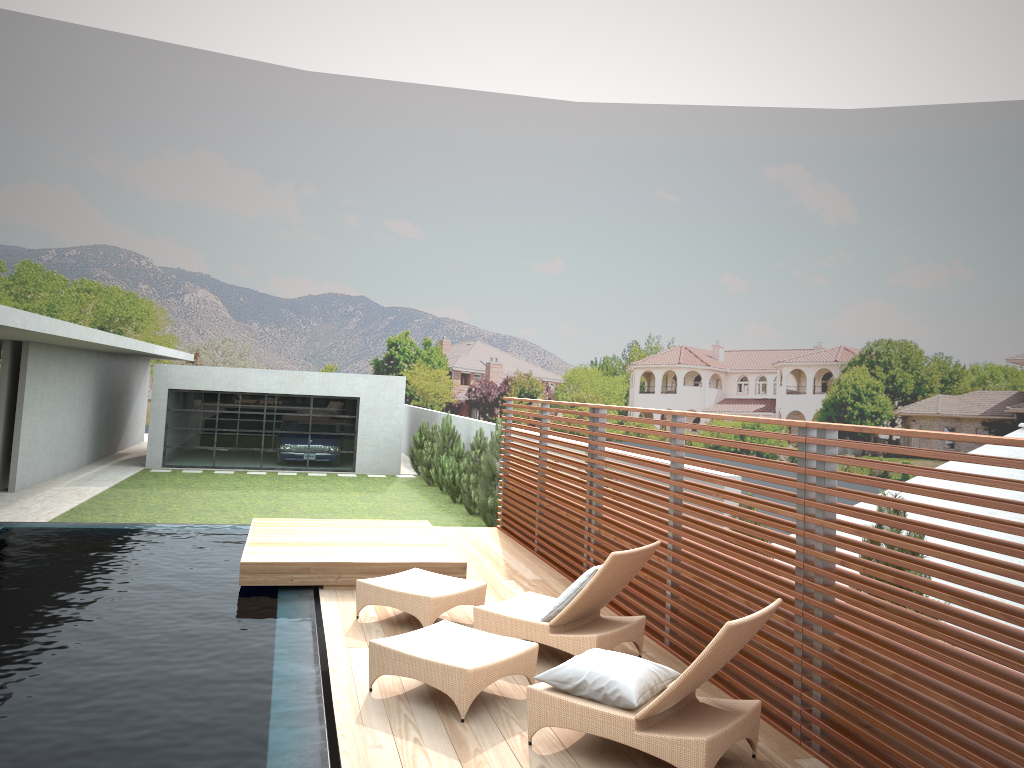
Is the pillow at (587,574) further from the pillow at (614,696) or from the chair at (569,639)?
the pillow at (614,696)

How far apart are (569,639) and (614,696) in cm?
142

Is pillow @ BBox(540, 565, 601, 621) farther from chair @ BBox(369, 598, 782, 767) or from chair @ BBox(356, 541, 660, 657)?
chair @ BBox(369, 598, 782, 767)

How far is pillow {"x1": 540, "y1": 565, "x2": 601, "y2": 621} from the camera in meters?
6.0

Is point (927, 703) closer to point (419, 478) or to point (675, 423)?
point (675, 423)

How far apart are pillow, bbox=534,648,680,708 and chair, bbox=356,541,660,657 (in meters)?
0.94

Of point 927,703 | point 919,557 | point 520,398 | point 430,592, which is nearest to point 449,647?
point 430,592

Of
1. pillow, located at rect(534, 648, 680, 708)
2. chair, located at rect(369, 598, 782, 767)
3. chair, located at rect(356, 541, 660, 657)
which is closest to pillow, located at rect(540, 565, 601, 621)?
chair, located at rect(356, 541, 660, 657)

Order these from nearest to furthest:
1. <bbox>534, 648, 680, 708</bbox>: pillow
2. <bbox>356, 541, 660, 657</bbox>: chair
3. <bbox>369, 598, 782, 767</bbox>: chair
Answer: <bbox>369, 598, 782, 767</bbox>: chair
<bbox>534, 648, 680, 708</bbox>: pillow
<bbox>356, 541, 660, 657</bbox>: chair

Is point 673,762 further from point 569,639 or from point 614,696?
point 569,639
